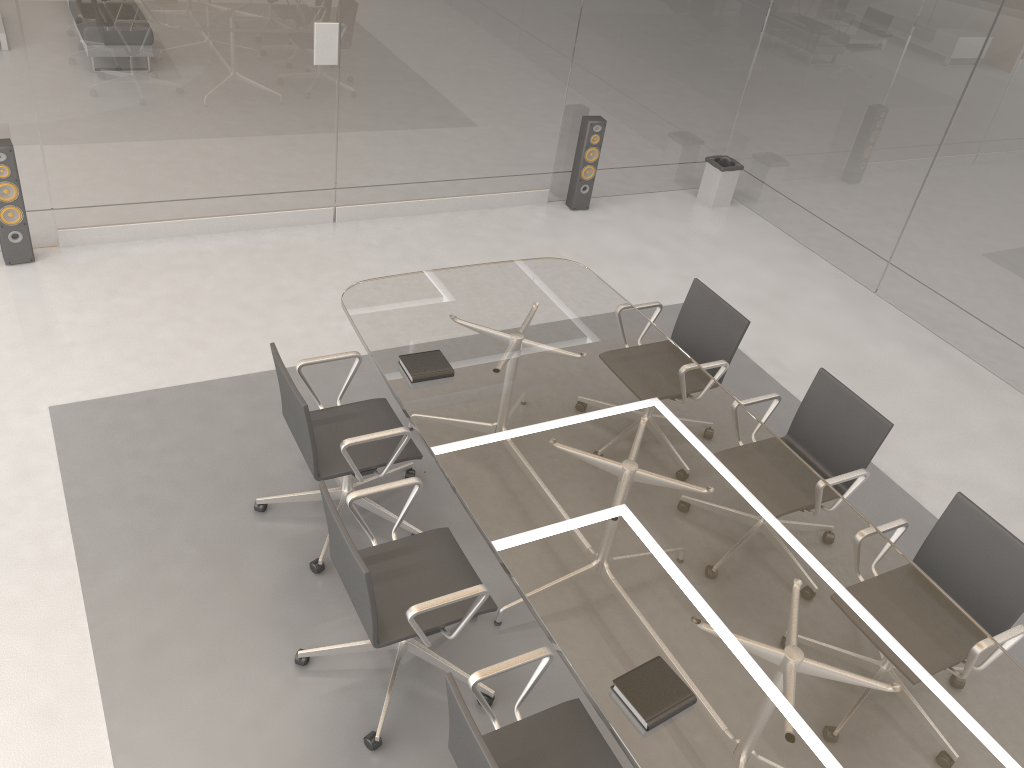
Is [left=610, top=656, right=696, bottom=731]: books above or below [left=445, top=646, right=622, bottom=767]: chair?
above

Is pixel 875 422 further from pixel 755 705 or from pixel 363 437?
pixel 363 437

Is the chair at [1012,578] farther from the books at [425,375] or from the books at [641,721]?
the books at [425,375]

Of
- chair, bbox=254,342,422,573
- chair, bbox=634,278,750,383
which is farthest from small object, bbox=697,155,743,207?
chair, bbox=254,342,422,573

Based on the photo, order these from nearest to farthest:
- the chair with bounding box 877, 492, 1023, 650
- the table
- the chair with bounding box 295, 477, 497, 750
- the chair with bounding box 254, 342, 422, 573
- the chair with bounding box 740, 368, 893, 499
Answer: the table
the chair with bounding box 295, 477, 497, 750
the chair with bounding box 877, 492, 1023, 650
the chair with bounding box 254, 342, 422, 573
the chair with bounding box 740, 368, 893, 499

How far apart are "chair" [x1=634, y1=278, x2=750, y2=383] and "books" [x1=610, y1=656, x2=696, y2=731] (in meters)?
1.81

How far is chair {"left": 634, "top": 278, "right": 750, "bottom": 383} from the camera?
4.21m

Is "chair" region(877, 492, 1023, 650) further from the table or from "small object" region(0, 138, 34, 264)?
"small object" region(0, 138, 34, 264)

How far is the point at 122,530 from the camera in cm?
363

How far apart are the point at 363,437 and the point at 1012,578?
2.40m
